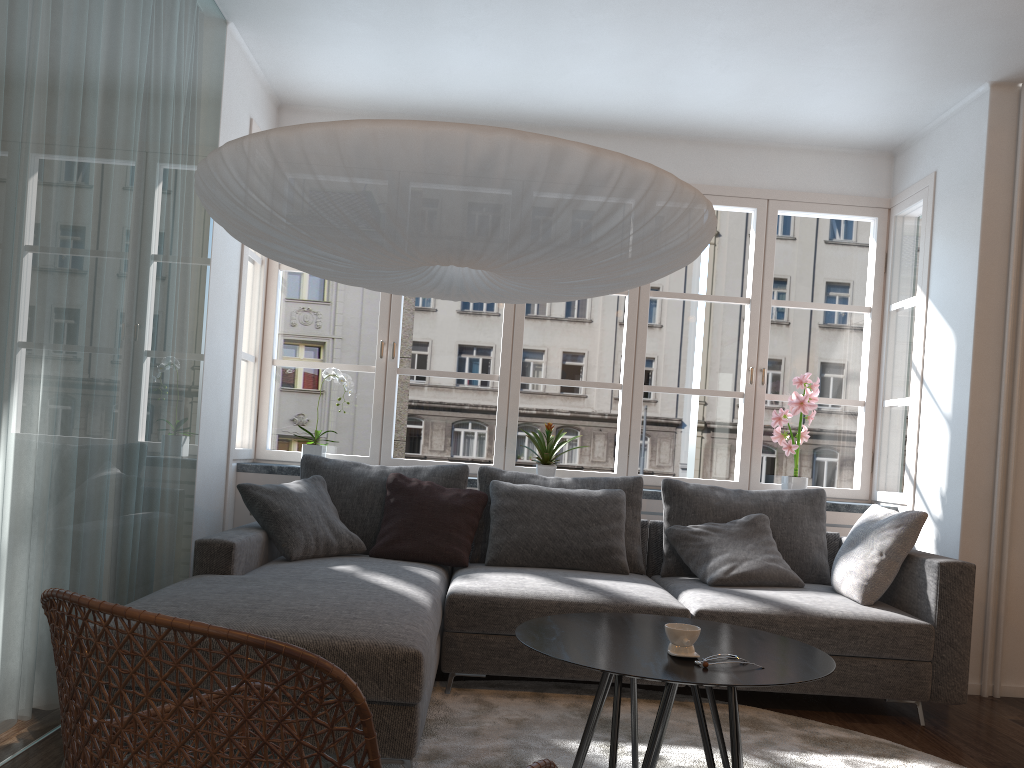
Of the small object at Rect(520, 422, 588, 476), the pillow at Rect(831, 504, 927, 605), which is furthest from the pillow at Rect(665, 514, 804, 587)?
the small object at Rect(520, 422, 588, 476)

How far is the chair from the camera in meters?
1.1

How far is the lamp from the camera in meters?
1.9 m

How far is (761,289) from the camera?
5.0m

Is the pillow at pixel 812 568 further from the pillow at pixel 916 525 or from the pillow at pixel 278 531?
the pillow at pixel 278 531

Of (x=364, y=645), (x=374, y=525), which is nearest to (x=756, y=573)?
(x=374, y=525)

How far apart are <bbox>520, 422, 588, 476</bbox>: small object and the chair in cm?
283

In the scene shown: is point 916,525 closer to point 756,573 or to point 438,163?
point 756,573

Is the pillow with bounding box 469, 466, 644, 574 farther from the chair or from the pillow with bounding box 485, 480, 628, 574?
the chair

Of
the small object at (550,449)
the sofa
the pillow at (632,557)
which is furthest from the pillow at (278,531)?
the small object at (550,449)
